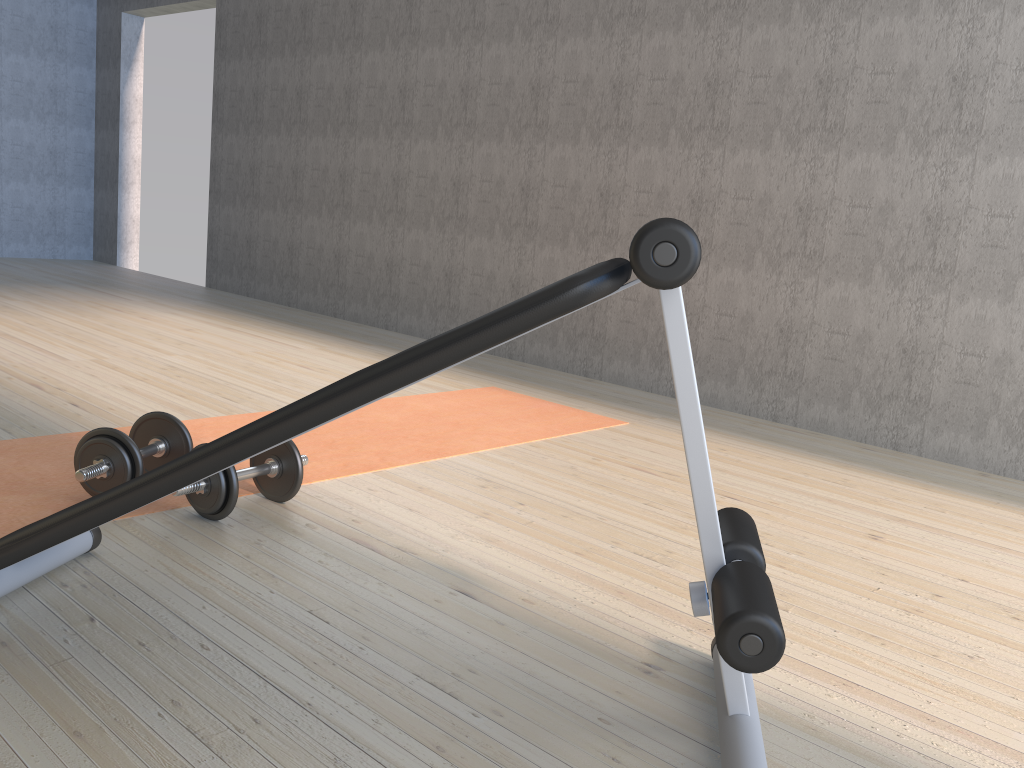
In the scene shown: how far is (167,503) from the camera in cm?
206

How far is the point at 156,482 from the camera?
1.2 meters

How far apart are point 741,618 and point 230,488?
1.2 meters

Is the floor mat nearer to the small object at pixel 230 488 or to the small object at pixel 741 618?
the small object at pixel 230 488

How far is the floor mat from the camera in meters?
2.1 m

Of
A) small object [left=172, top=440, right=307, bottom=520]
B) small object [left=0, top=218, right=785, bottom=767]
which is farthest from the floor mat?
small object [left=0, top=218, right=785, bottom=767]

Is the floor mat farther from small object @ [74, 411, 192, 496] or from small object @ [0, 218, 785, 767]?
small object @ [0, 218, 785, 767]

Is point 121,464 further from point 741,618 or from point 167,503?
point 741,618

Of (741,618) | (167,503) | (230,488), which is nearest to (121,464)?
(167,503)

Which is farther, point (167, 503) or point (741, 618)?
point (167, 503)
